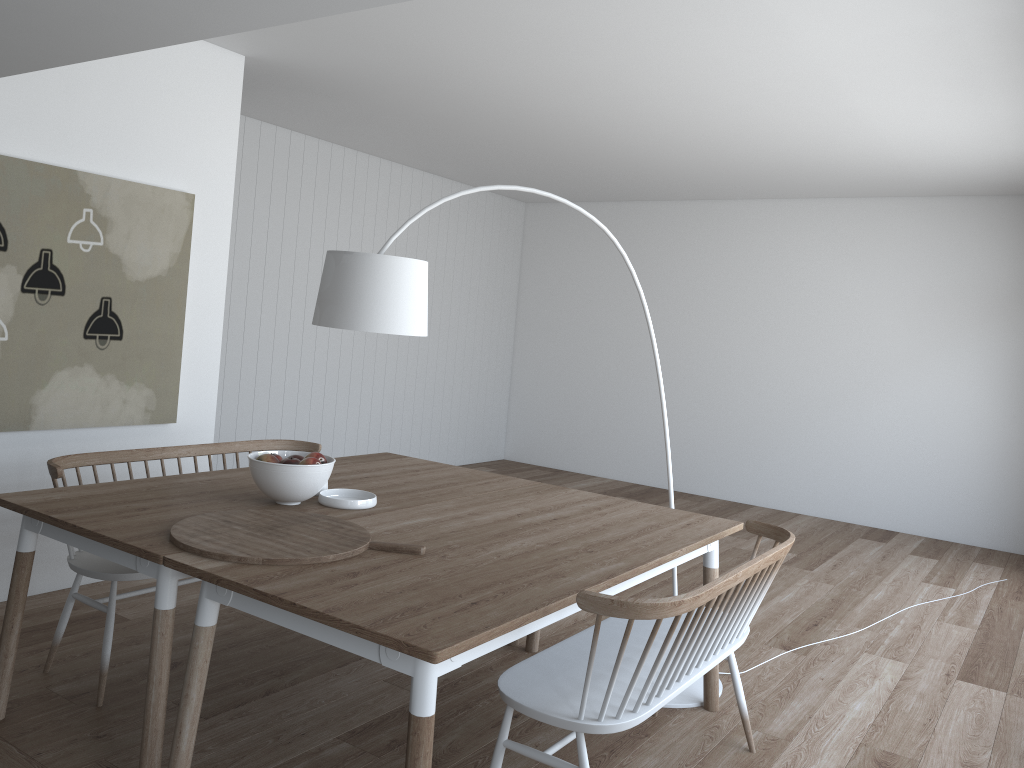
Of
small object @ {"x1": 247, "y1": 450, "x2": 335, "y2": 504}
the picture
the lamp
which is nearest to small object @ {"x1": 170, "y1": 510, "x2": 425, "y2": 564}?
small object @ {"x1": 247, "y1": 450, "x2": 335, "y2": 504}

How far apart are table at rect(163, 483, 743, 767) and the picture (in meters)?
1.93

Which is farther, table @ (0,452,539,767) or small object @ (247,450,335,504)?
small object @ (247,450,335,504)

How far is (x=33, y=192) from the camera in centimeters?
386cm

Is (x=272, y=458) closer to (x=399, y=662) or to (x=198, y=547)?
(x=198, y=547)

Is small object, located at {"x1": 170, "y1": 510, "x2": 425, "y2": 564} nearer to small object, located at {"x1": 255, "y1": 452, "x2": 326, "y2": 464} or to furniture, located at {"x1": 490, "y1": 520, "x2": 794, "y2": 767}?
small object, located at {"x1": 255, "y1": 452, "x2": 326, "y2": 464}

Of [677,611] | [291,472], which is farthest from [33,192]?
[677,611]

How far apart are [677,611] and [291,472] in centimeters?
143cm

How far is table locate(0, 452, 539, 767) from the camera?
2.48m

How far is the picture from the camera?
3.9 meters
